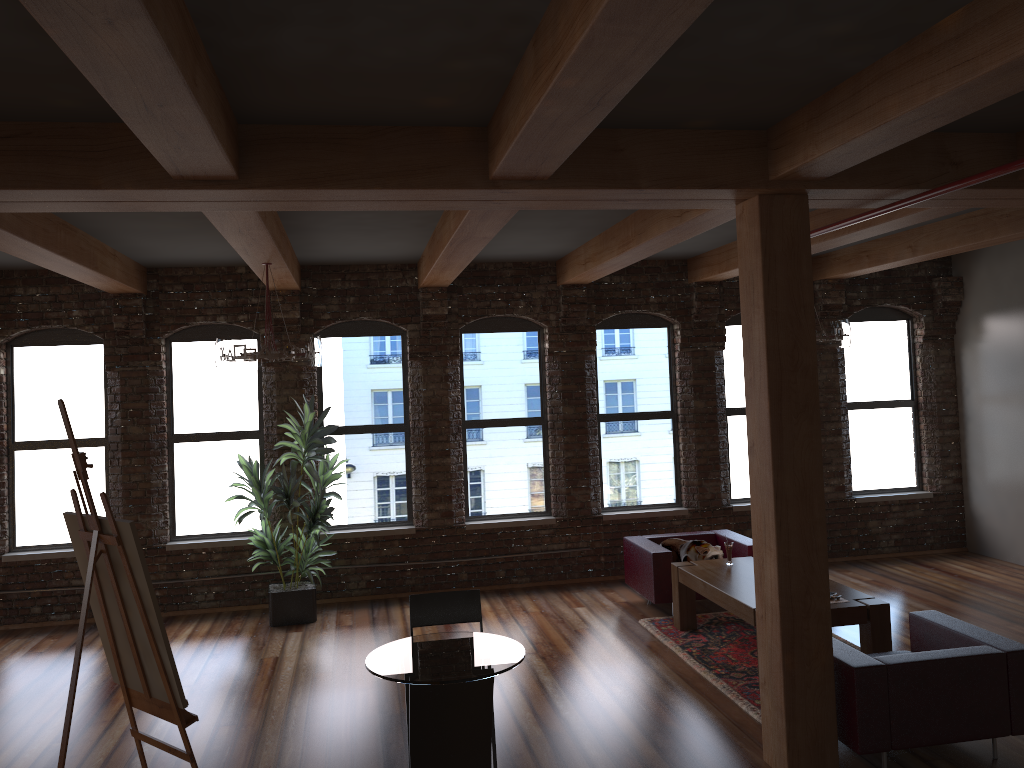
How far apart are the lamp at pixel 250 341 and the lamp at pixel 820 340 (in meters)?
3.99

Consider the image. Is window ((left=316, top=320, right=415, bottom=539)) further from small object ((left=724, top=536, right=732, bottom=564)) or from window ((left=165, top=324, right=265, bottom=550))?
small object ((left=724, top=536, right=732, bottom=564))

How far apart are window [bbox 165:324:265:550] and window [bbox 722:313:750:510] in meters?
5.0 m

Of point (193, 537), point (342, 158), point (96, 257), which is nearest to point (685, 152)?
point (342, 158)

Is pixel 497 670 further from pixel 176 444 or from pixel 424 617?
pixel 176 444

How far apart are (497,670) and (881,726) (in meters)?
2.23

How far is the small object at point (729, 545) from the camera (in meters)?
7.37

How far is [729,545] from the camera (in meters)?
7.37

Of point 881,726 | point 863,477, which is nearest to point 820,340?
point 881,726

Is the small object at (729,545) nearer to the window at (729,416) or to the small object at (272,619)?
the window at (729,416)
